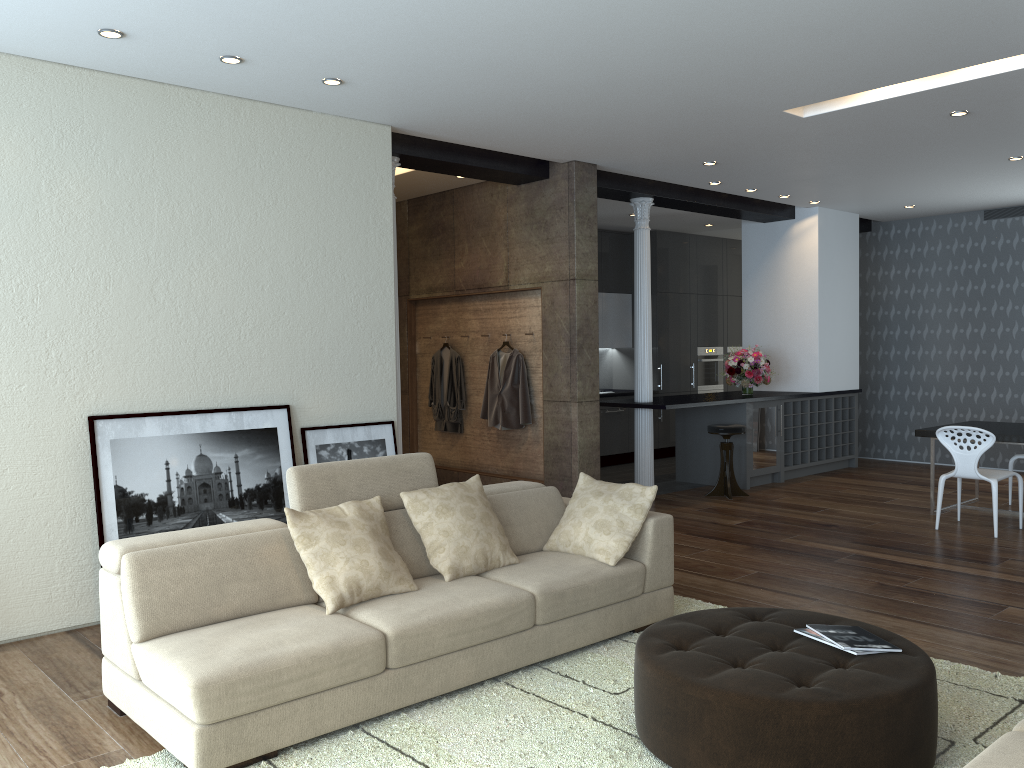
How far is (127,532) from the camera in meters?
4.8 m

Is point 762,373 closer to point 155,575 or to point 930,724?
point 930,724

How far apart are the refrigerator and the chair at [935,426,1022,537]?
2.36m

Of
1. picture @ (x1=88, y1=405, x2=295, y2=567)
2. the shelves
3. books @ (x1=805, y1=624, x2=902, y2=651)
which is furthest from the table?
picture @ (x1=88, y1=405, x2=295, y2=567)

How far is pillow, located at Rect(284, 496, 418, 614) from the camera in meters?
3.7 m

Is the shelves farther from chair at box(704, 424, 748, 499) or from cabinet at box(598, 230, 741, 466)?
cabinet at box(598, 230, 741, 466)

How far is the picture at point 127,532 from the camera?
4.8 meters

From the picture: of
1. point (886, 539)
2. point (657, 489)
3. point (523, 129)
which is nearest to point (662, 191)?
point (523, 129)

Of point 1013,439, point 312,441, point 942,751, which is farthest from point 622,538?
point 1013,439

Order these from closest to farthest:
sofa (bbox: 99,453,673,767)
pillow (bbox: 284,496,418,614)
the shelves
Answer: sofa (bbox: 99,453,673,767) < pillow (bbox: 284,496,418,614) < the shelves
